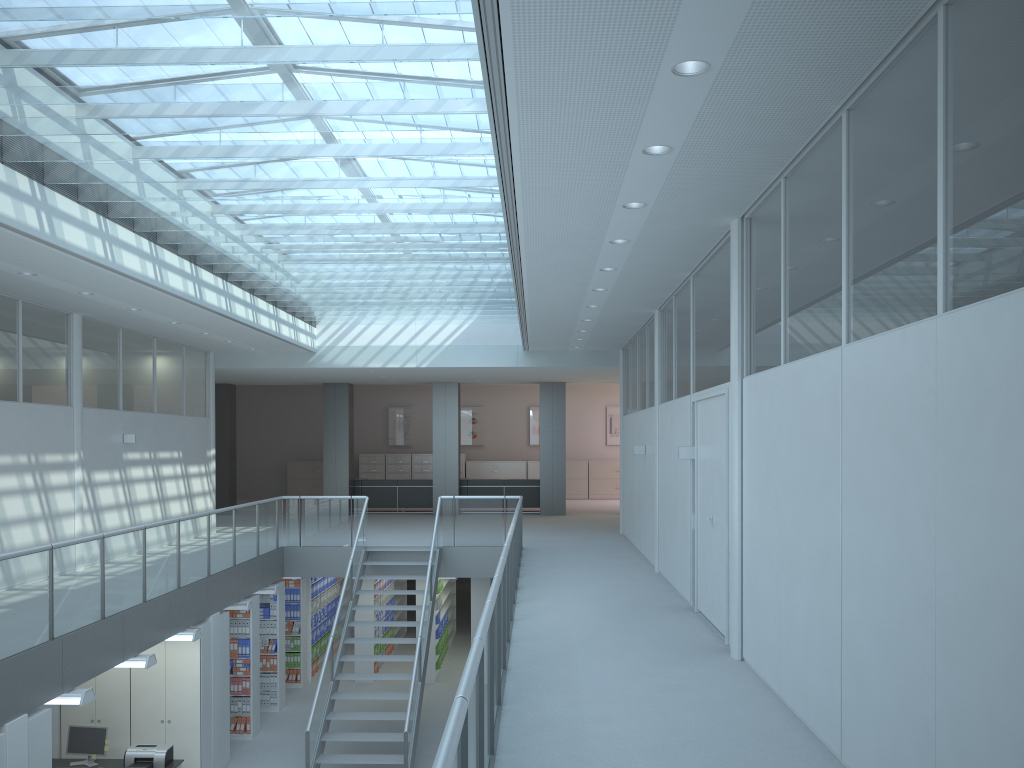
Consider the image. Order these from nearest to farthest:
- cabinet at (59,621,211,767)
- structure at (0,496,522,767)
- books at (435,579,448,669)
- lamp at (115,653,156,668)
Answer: structure at (0,496,522,767), lamp at (115,653,156,668), cabinet at (59,621,211,767), books at (435,579,448,669)

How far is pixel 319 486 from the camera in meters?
23.9 m

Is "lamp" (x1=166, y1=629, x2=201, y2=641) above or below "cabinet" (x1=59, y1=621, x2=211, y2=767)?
above

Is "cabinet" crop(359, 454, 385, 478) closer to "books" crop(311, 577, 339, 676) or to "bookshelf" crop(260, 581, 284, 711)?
"books" crop(311, 577, 339, 676)

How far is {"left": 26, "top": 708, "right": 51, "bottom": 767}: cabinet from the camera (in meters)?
6.31

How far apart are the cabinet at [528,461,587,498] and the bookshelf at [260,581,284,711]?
11.9m

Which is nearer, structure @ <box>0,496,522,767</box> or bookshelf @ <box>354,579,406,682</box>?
structure @ <box>0,496,522,767</box>

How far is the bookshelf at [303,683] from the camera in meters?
13.6

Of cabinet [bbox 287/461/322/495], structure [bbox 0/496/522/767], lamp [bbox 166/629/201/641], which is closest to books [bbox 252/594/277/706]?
structure [bbox 0/496/522/767]

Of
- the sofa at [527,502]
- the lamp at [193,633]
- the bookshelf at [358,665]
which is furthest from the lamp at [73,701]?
the sofa at [527,502]
